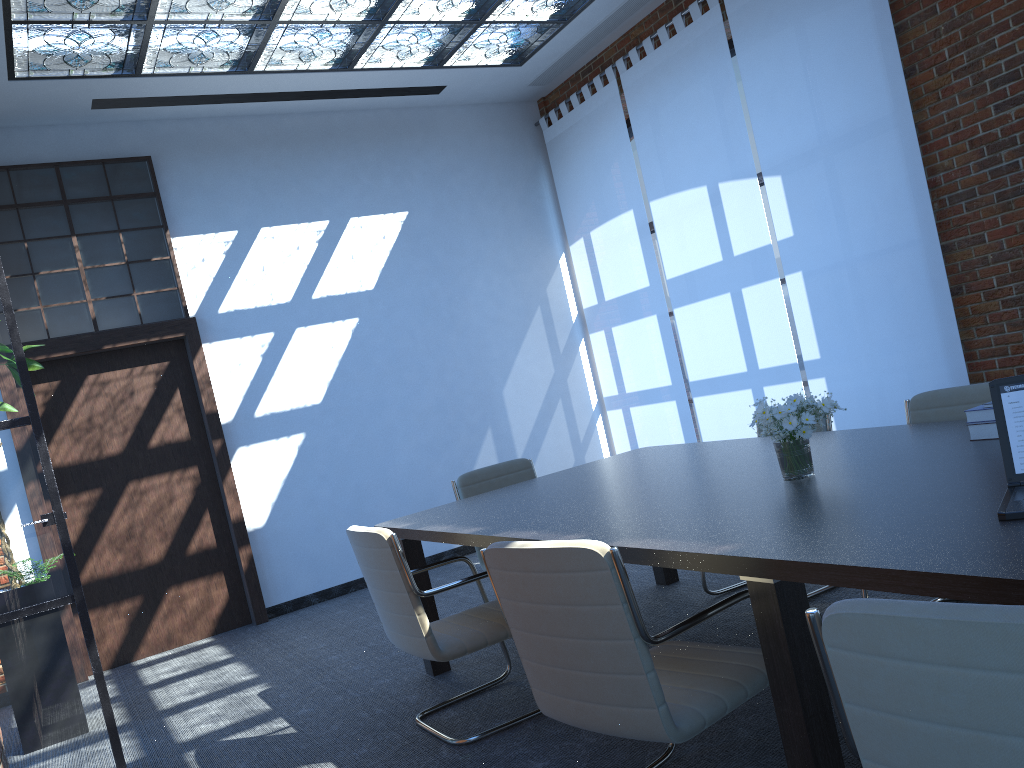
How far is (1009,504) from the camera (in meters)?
2.00

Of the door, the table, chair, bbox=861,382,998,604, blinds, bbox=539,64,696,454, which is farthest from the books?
the door

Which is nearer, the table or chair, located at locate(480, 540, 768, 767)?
the table

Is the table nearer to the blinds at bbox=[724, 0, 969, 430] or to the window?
the blinds at bbox=[724, 0, 969, 430]

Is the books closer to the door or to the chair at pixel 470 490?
the chair at pixel 470 490

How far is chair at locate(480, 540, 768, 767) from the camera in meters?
2.2 m

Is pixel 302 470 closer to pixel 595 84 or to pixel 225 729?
pixel 225 729

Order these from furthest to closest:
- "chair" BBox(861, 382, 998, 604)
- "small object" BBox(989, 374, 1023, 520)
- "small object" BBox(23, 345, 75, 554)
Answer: "small object" BBox(23, 345, 75, 554), "chair" BBox(861, 382, 998, 604), "small object" BBox(989, 374, 1023, 520)

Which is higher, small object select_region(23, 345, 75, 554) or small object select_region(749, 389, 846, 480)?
small object select_region(23, 345, 75, 554)

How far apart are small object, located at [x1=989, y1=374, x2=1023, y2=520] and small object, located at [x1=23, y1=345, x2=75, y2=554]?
4.88m
